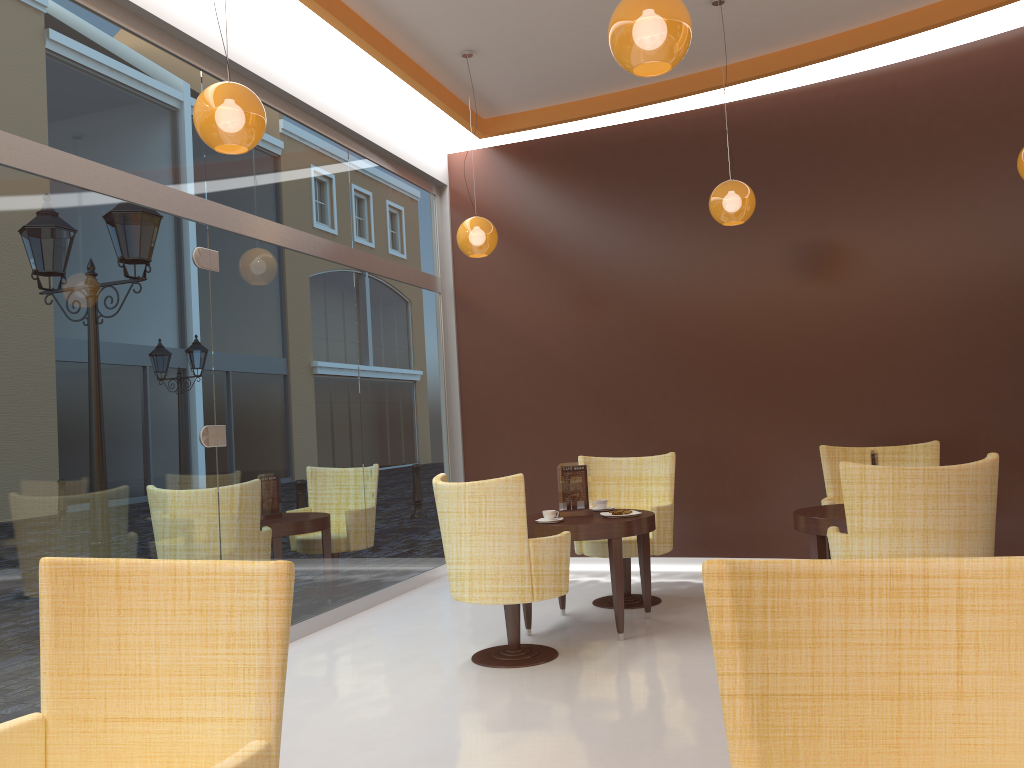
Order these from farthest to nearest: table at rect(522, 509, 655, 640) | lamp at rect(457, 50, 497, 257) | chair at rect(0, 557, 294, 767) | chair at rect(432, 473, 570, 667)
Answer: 1. lamp at rect(457, 50, 497, 257)
2. table at rect(522, 509, 655, 640)
3. chair at rect(432, 473, 570, 667)
4. chair at rect(0, 557, 294, 767)

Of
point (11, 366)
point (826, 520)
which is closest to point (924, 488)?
point (826, 520)

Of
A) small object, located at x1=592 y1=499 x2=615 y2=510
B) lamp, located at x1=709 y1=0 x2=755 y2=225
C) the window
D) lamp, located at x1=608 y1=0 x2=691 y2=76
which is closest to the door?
the window

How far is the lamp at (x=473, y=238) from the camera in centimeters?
626cm

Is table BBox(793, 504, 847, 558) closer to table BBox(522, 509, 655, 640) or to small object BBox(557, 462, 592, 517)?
table BBox(522, 509, 655, 640)

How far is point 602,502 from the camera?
5.8 meters

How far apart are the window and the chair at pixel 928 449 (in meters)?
3.17

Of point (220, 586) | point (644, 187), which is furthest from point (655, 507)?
point (220, 586)

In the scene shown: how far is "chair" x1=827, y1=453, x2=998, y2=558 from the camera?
3.8m

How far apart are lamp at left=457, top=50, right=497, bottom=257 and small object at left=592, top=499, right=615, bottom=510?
2.0 meters
